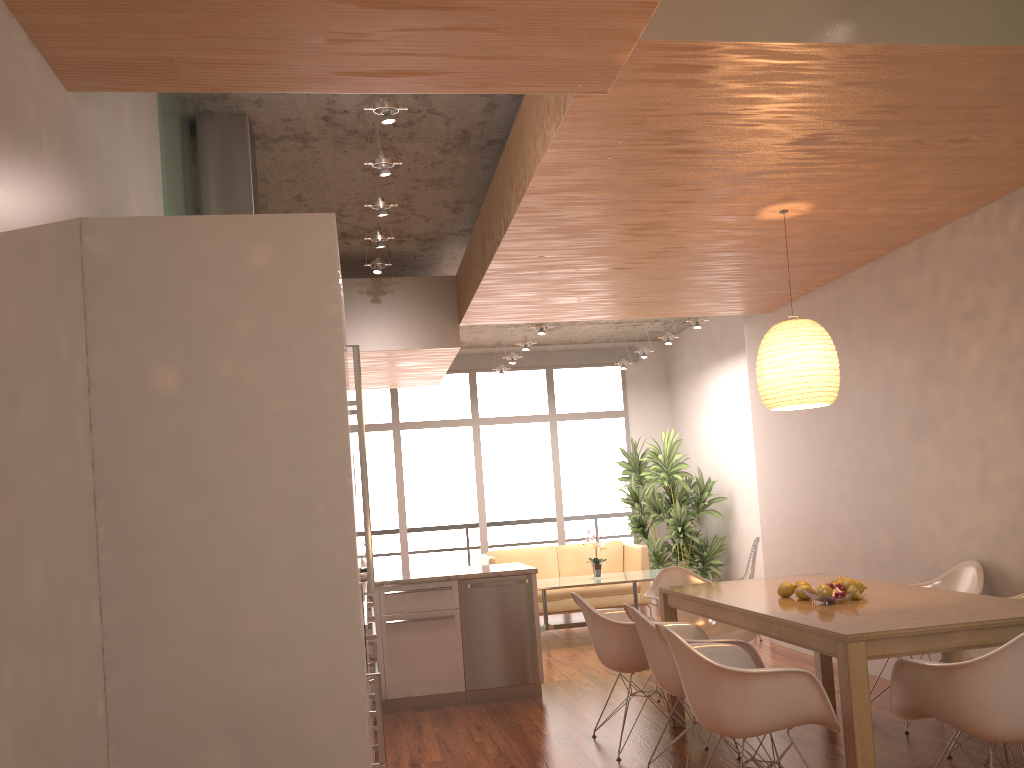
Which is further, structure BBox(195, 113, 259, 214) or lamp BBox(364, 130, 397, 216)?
lamp BBox(364, 130, 397, 216)

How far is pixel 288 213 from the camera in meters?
6.0

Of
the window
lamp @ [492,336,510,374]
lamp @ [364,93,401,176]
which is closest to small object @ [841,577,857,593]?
lamp @ [364,93,401,176]

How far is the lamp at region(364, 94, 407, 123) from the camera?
3.61m

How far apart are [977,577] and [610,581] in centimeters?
387cm

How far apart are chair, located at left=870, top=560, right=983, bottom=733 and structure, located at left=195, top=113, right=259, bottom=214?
4.3 meters

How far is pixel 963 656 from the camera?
4.2 meters

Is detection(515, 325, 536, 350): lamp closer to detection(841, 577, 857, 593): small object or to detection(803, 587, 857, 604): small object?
detection(841, 577, 857, 593): small object

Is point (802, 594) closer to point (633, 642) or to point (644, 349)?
point (633, 642)

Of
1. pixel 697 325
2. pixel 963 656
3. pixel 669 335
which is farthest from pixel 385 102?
pixel 669 335
